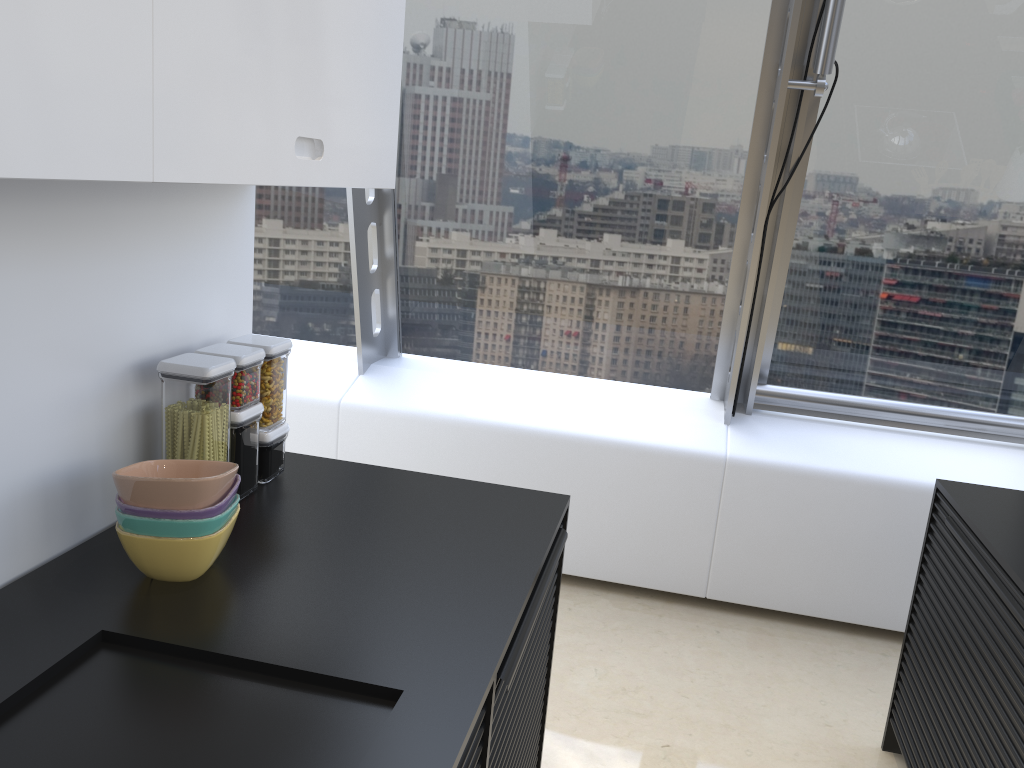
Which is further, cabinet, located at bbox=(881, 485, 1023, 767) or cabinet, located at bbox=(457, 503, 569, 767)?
cabinet, located at bbox=(881, 485, 1023, 767)

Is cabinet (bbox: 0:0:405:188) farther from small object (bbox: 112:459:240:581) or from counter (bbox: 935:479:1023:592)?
counter (bbox: 935:479:1023:592)

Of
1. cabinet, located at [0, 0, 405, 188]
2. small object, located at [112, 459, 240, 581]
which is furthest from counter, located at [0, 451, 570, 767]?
cabinet, located at [0, 0, 405, 188]

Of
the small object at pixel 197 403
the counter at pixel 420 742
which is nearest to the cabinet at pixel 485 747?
the counter at pixel 420 742

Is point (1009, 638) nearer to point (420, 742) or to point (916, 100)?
point (420, 742)

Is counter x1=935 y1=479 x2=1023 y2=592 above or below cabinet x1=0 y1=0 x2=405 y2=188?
below

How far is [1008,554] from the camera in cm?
196

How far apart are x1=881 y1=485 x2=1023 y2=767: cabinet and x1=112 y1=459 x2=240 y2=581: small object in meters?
1.6

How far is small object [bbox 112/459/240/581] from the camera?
1.4m

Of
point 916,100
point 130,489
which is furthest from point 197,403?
point 916,100
